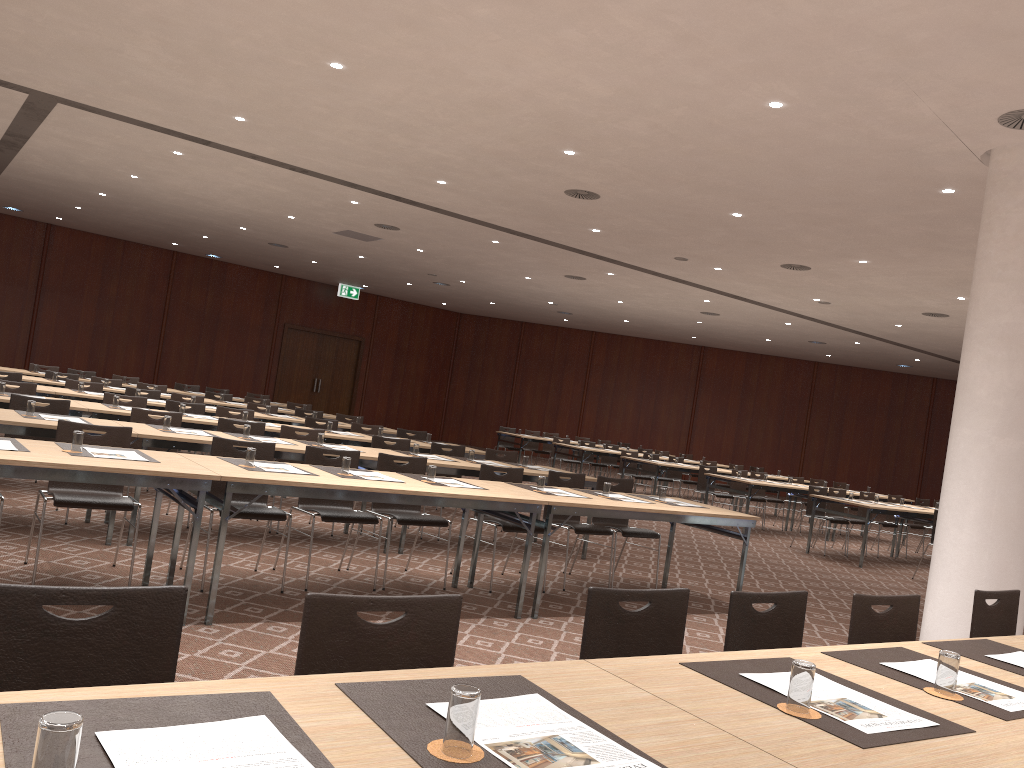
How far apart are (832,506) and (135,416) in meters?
10.1

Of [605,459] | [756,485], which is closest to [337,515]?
[756,485]

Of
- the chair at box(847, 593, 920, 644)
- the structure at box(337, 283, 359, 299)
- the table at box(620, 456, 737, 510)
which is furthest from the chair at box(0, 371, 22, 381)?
the structure at box(337, 283, 359, 299)

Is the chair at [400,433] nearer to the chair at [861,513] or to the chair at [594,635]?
the chair at [861,513]

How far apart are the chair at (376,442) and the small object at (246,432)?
1.7m

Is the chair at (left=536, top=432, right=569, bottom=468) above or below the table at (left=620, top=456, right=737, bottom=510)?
below

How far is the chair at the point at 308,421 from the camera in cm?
1064

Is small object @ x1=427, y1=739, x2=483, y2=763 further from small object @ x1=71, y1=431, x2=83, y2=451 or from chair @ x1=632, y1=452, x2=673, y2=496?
chair @ x1=632, y1=452, x2=673, y2=496

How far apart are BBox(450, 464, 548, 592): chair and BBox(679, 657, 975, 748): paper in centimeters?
435cm

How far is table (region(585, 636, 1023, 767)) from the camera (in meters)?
1.87
